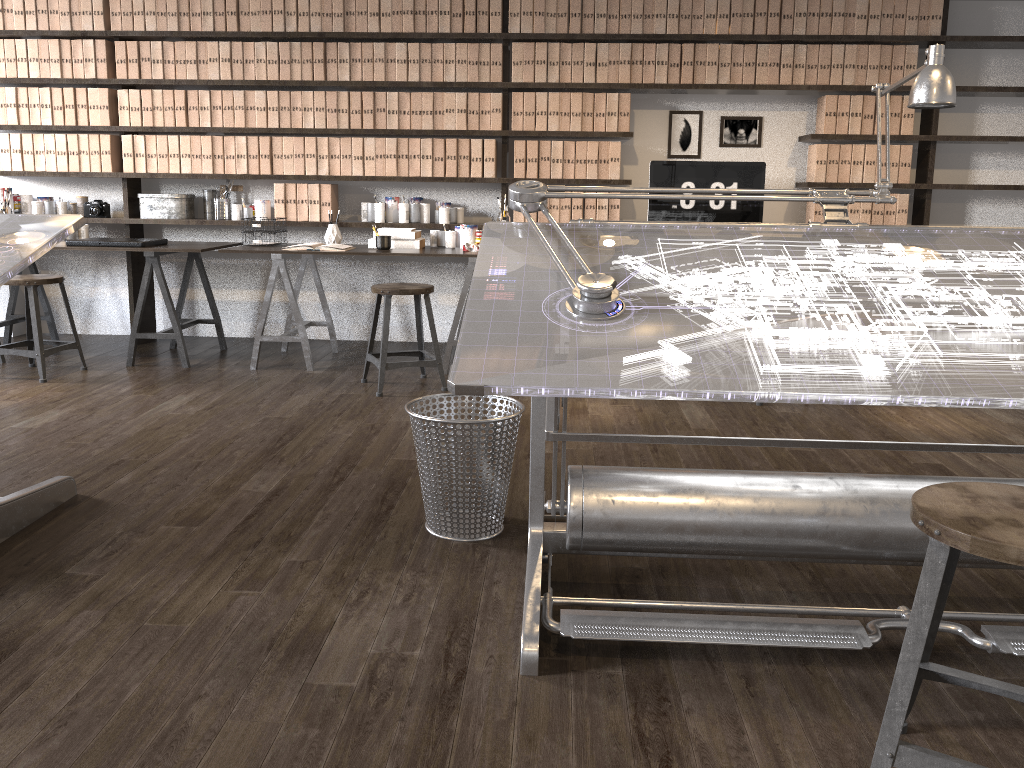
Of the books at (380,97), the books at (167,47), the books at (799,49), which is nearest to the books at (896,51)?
the books at (799,49)

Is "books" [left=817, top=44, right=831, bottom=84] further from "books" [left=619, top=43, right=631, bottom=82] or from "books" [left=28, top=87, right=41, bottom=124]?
"books" [left=28, top=87, right=41, bottom=124]

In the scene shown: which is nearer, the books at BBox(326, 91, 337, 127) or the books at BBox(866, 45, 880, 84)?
the books at BBox(866, 45, 880, 84)

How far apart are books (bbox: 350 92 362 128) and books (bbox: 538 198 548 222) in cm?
118

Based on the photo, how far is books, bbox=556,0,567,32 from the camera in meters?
5.0

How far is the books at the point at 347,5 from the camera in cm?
504

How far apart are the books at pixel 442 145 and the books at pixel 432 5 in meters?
0.6

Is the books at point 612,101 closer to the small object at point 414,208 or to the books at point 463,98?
the books at point 463,98

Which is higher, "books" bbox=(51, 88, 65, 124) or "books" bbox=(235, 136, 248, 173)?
"books" bbox=(51, 88, 65, 124)

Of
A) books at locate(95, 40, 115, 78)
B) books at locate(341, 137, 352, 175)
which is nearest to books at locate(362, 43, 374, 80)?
books at locate(341, 137, 352, 175)
